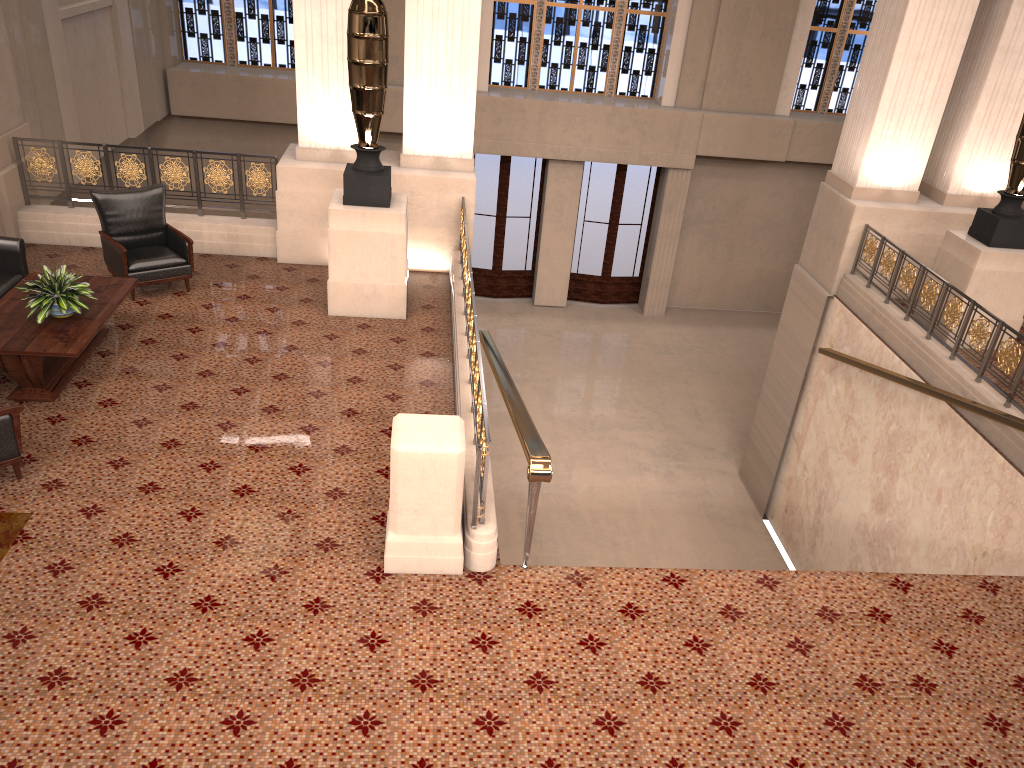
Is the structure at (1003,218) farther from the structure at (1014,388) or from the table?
the table

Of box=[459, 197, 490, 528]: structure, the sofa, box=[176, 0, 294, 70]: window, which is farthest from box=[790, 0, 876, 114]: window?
the sofa

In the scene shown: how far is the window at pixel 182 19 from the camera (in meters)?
15.01

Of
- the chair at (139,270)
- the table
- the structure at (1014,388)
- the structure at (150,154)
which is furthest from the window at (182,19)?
the structure at (1014,388)

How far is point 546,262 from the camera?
16.6 meters

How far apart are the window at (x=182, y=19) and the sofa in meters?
9.3 m

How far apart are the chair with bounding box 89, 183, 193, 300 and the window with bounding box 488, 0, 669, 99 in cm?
896

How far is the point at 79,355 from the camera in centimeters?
603cm

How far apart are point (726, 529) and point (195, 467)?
7.1m

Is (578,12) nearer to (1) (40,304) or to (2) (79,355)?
(1) (40,304)
